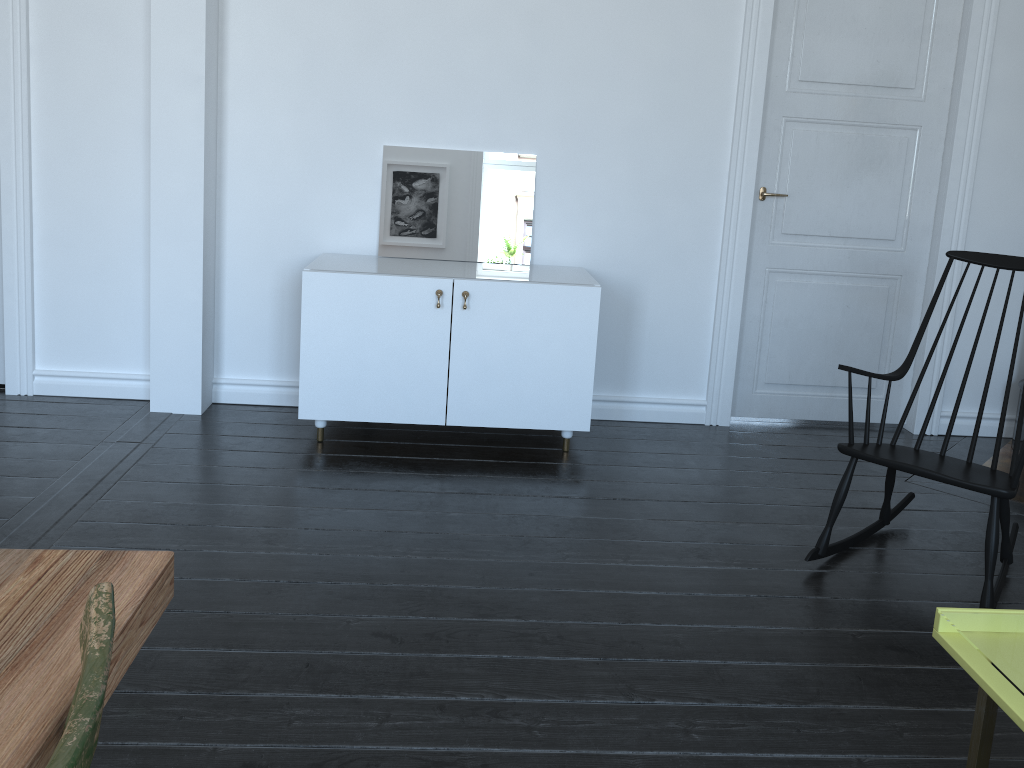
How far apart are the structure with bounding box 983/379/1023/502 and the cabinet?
1.79m

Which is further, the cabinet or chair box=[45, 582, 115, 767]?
the cabinet

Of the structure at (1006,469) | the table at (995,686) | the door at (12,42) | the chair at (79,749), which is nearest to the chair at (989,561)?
the structure at (1006,469)

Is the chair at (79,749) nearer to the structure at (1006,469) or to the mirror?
the mirror

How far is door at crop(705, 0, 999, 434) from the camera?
4.0m

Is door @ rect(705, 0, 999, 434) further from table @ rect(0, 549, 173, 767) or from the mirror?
table @ rect(0, 549, 173, 767)

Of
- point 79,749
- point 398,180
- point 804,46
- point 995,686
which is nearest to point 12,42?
point 398,180

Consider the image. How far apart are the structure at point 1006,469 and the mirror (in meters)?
2.30

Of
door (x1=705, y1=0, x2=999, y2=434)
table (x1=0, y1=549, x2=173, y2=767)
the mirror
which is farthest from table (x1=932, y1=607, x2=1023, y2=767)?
the mirror

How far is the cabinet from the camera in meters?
3.5 m
